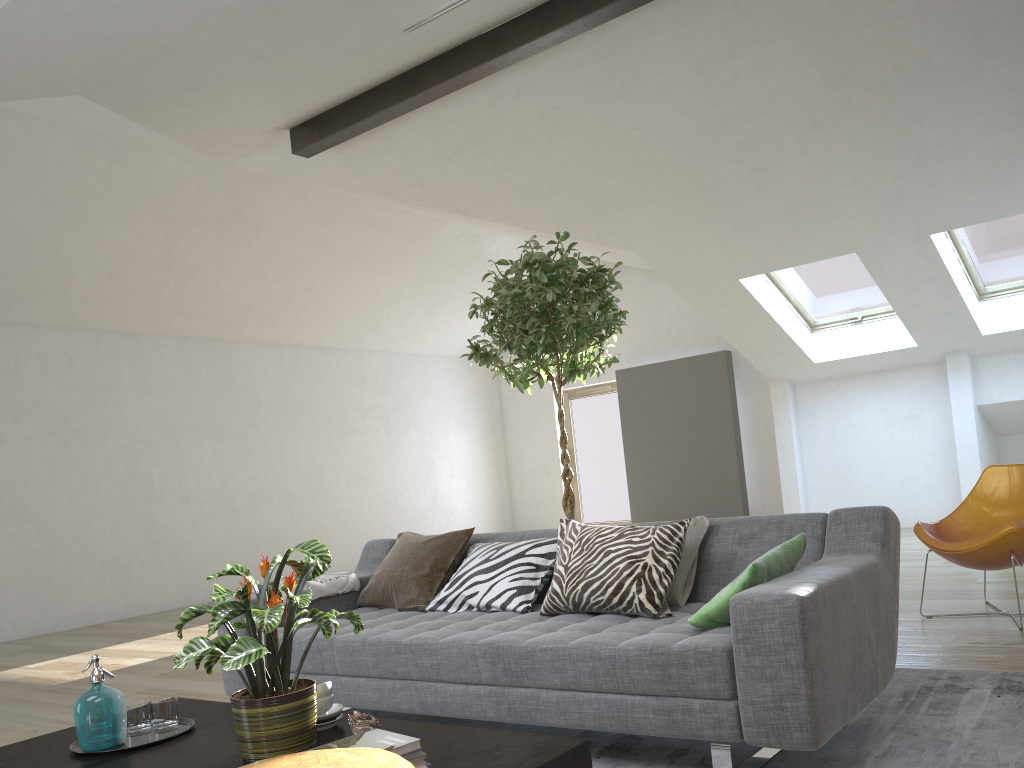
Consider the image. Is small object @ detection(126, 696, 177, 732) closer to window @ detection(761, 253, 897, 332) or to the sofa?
the sofa

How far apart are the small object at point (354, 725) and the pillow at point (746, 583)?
0.95m

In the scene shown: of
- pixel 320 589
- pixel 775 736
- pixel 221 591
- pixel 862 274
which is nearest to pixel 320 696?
pixel 221 591

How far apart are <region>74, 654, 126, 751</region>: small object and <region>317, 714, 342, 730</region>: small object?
0.5m

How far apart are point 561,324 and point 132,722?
2.2 meters

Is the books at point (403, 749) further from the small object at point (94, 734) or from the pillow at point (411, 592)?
the pillow at point (411, 592)

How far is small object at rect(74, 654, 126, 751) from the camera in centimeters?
Answer: 223cm

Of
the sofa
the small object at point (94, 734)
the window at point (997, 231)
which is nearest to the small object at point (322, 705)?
the small object at point (94, 734)

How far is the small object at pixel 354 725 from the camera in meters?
2.1 m

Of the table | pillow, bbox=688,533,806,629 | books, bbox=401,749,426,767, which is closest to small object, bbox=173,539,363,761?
the table
